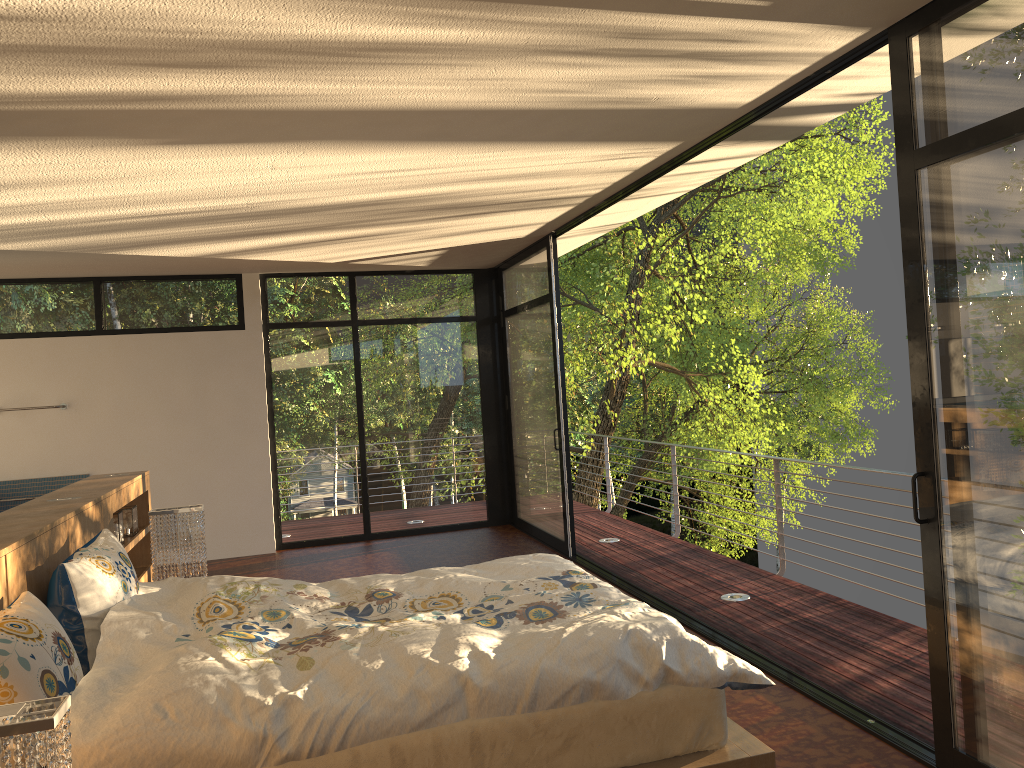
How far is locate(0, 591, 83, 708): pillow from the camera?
2.25m

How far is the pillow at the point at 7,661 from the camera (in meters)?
2.25

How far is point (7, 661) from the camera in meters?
2.2

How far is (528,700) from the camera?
2.45m

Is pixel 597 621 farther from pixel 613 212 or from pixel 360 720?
pixel 613 212

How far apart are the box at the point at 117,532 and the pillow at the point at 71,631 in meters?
1.3

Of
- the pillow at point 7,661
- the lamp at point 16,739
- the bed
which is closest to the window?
the bed

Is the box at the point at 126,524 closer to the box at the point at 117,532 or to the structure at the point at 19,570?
the structure at the point at 19,570

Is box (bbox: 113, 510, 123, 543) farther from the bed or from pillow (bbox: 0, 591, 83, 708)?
pillow (bbox: 0, 591, 83, 708)

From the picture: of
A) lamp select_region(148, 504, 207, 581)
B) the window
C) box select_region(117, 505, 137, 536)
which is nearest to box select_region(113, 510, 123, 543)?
box select_region(117, 505, 137, 536)
